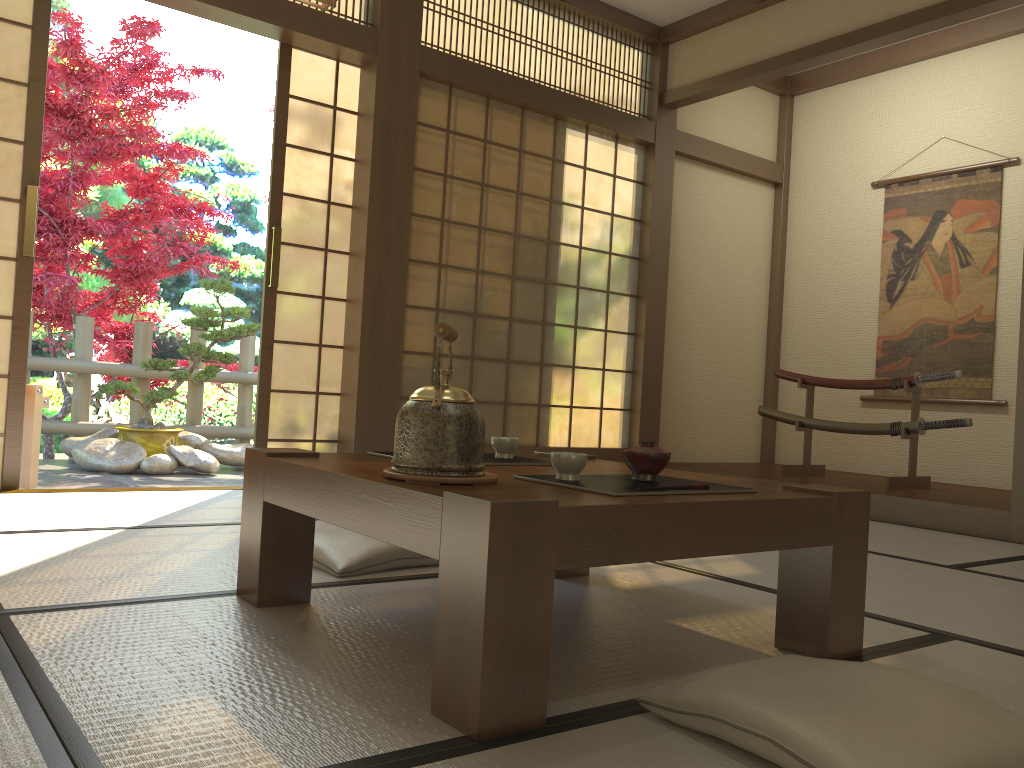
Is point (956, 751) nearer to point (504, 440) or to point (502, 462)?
point (502, 462)

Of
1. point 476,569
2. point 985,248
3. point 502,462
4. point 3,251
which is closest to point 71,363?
point 3,251

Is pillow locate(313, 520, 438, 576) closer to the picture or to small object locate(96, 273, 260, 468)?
small object locate(96, 273, 260, 468)

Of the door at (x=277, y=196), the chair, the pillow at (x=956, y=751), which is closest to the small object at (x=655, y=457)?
the pillow at (x=956, y=751)

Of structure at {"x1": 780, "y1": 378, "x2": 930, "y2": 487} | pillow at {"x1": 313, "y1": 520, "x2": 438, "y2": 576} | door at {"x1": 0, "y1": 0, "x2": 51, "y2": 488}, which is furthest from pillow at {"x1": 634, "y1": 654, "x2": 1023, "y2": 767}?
structure at {"x1": 780, "y1": 378, "x2": 930, "y2": 487}

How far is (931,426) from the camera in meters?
4.8 m

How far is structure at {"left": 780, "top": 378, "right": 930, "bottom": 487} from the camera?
4.94m

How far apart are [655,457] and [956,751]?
0.77m

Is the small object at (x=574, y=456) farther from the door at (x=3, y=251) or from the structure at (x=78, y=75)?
the structure at (x=78, y=75)

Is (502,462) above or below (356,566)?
above
